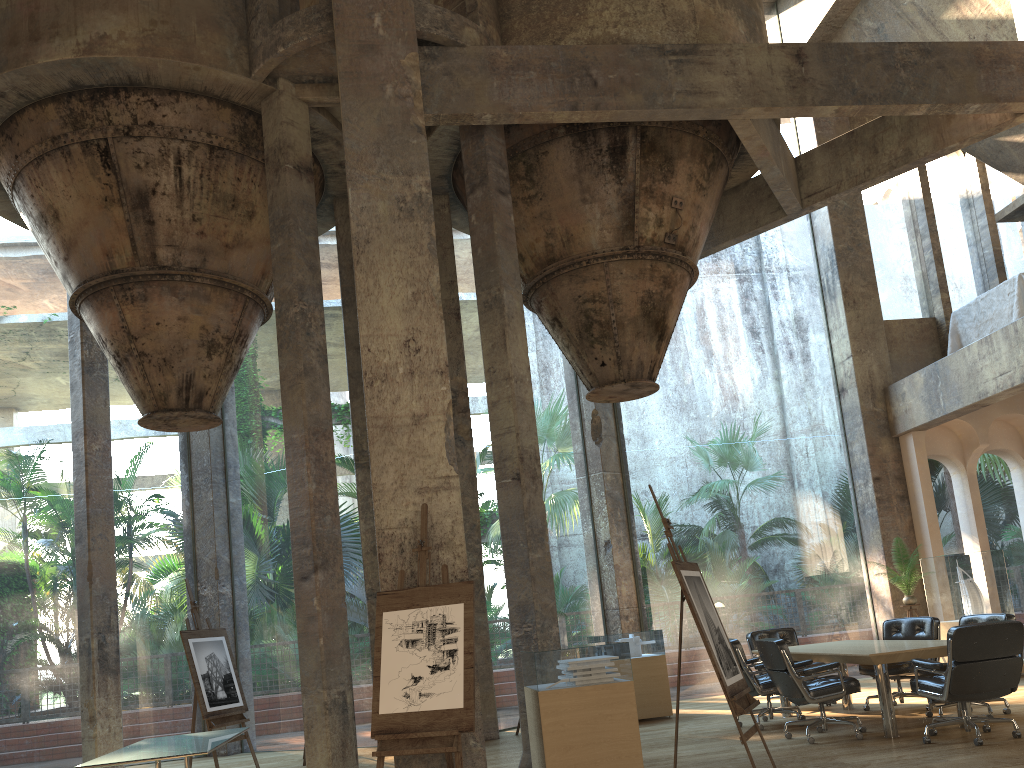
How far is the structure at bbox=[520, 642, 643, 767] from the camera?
6.3 meters

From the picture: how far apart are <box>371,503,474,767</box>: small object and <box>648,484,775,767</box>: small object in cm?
132

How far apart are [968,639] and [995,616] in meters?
1.8

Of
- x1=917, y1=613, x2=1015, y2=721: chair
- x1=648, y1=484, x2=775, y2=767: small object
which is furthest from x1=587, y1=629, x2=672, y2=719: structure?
x1=648, y1=484, x2=775, y2=767: small object

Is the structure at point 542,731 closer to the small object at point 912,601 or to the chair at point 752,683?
the chair at point 752,683

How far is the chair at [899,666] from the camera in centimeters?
836cm

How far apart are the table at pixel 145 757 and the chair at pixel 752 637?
5.5m

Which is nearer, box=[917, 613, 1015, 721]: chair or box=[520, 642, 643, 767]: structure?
box=[520, 642, 643, 767]: structure

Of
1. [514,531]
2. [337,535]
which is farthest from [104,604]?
[514,531]

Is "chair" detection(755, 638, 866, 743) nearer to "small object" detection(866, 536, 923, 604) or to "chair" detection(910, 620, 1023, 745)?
"chair" detection(910, 620, 1023, 745)
